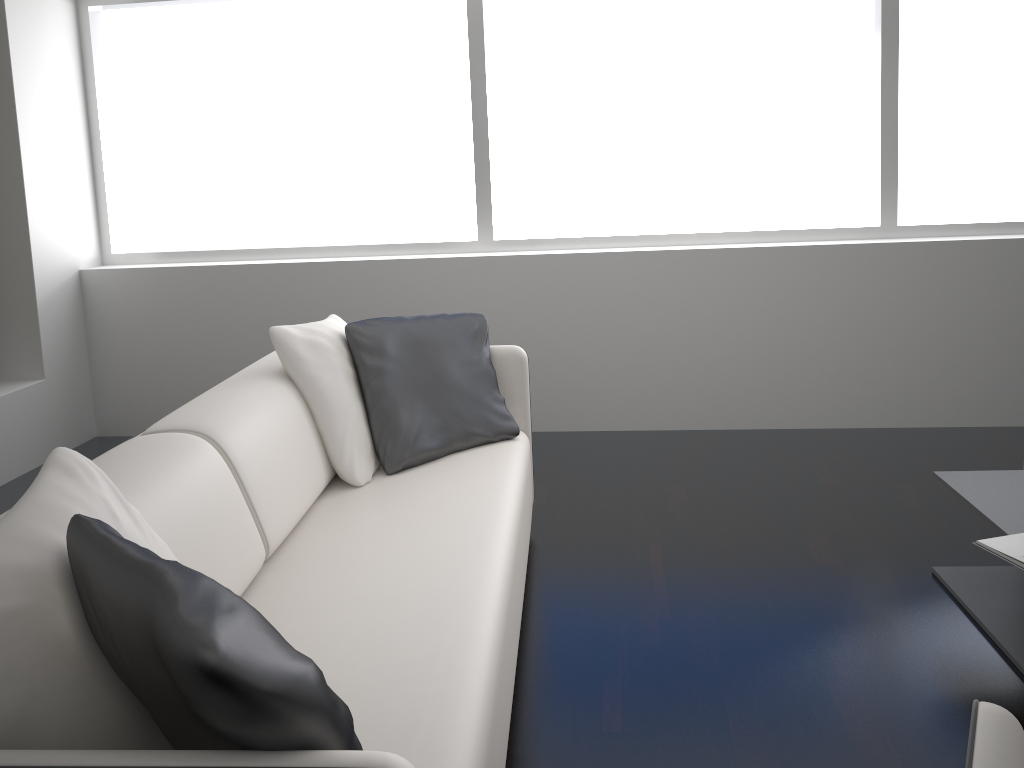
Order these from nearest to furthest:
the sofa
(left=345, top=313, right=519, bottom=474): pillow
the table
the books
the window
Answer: the sofa < the books < the table < (left=345, top=313, right=519, bottom=474): pillow < the window

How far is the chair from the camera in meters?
0.9 m

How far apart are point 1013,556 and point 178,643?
1.92m

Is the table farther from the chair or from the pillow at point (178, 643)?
the pillow at point (178, 643)

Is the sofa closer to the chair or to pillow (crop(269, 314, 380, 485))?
pillow (crop(269, 314, 380, 485))

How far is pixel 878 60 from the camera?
4.0 meters

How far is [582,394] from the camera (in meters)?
4.29

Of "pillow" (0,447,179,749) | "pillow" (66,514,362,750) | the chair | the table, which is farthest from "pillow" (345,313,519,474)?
the chair

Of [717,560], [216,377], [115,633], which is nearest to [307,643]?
[115,633]

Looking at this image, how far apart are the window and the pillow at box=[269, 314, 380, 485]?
1.47m
